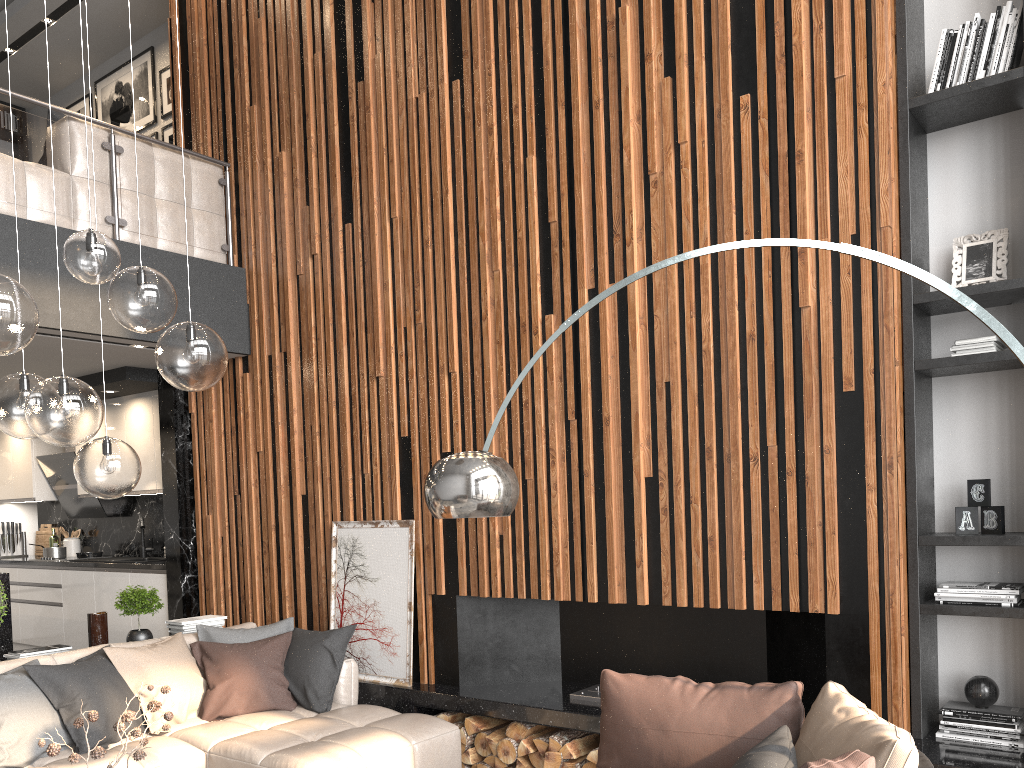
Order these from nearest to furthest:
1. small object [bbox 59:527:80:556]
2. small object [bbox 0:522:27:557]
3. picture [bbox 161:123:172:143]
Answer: picture [bbox 161:123:172:143] → small object [bbox 59:527:80:556] → small object [bbox 0:522:27:557]

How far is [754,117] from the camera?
4.1 meters

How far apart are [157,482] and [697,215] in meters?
5.0 m

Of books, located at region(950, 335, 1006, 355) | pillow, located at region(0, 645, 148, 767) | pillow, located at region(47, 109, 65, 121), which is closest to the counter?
pillow, located at region(0, 645, 148, 767)

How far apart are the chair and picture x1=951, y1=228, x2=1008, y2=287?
2.0 meters

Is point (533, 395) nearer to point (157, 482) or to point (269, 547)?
point (269, 547)

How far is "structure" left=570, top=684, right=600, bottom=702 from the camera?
4.5m

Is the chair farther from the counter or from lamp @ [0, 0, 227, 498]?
the counter

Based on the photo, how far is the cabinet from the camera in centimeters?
655cm

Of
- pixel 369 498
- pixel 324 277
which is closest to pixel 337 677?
pixel 369 498
